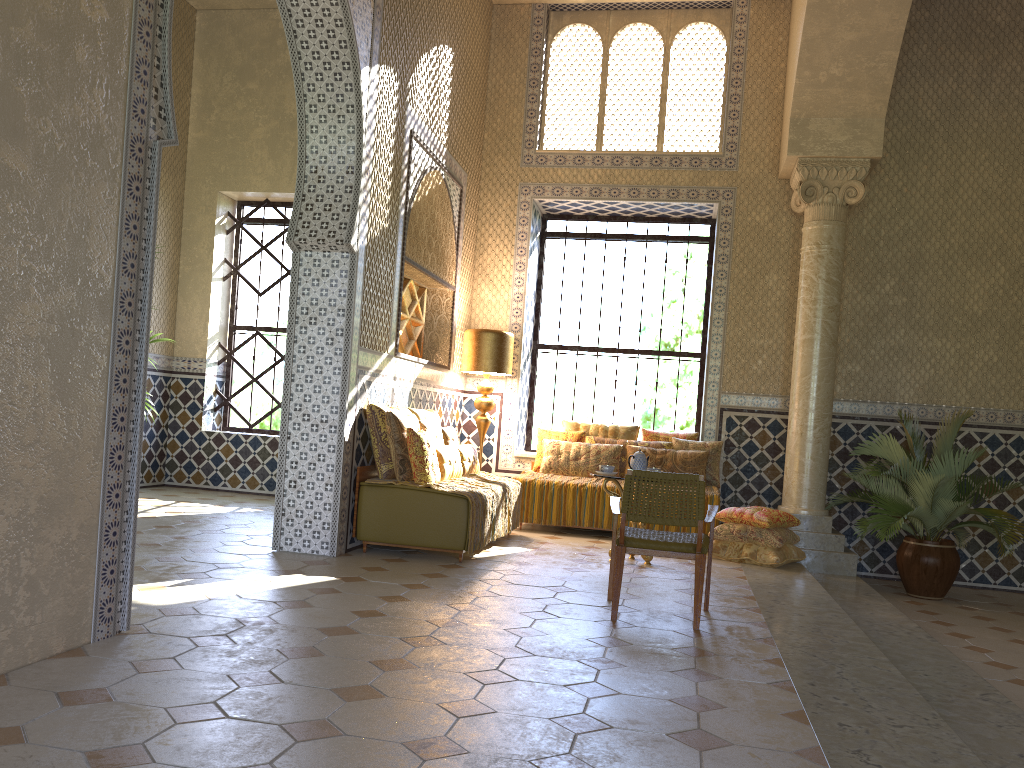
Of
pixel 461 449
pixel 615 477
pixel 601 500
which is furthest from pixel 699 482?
pixel 601 500

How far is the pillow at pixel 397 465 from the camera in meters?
9.4 m

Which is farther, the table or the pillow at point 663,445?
the pillow at point 663,445

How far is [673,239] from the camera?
14.4 meters

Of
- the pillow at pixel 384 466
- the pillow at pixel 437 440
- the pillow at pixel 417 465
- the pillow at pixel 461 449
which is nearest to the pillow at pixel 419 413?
the pillow at pixel 437 440

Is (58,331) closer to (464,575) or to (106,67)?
(106,67)

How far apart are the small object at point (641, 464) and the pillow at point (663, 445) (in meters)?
2.72

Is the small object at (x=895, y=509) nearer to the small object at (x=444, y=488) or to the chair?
the chair

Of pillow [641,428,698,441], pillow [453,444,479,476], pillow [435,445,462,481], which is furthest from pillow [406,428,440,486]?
pillow [641,428,698,441]

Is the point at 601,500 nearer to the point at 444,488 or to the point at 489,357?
the point at 489,357
